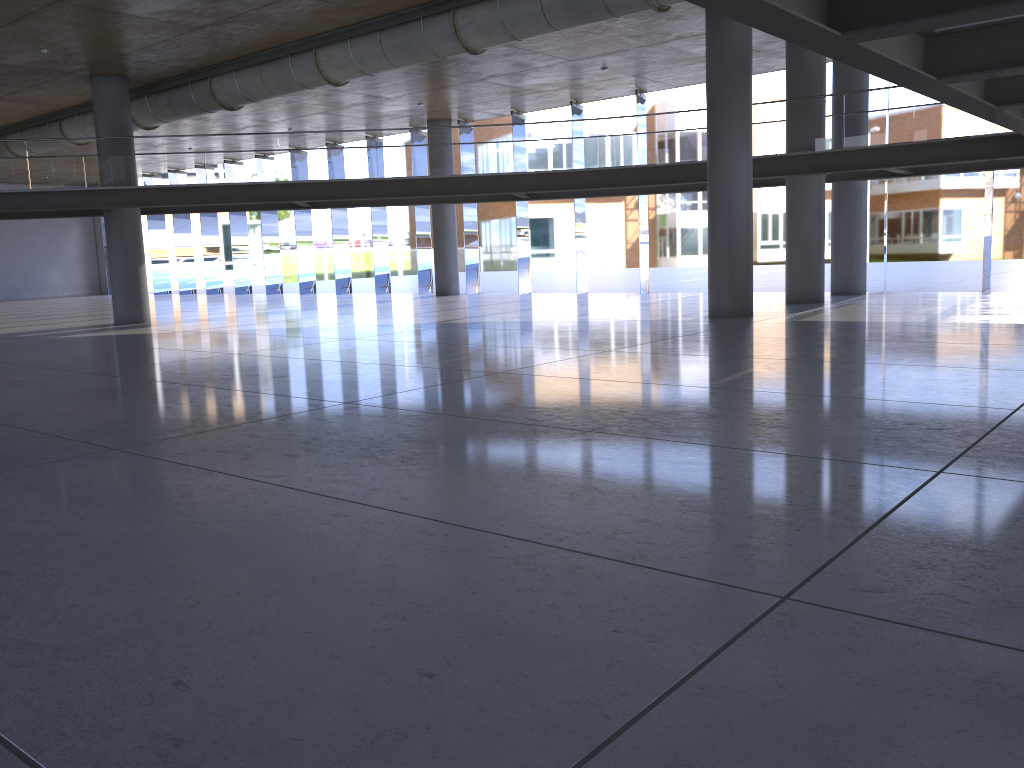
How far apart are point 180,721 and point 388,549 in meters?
1.5
